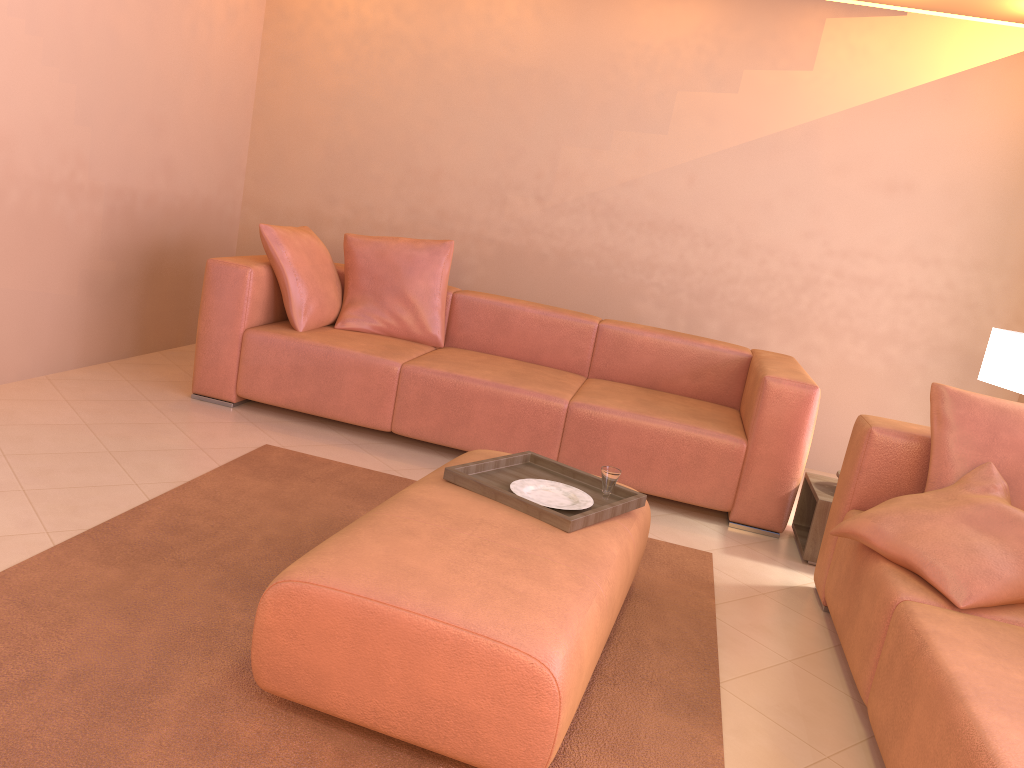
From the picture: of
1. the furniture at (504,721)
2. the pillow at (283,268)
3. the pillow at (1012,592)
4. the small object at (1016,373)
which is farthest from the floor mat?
the small object at (1016,373)

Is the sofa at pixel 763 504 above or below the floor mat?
above

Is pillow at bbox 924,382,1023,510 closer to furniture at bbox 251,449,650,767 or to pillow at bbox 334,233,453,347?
furniture at bbox 251,449,650,767

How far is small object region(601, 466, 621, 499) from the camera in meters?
2.6 m

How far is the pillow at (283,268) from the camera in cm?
408

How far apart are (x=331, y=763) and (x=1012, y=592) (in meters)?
1.67

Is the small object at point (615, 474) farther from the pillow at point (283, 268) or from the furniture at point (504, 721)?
the pillow at point (283, 268)

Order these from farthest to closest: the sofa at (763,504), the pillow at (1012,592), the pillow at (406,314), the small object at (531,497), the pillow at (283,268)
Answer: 1. the pillow at (406,314)
2. the pillow at (283,268)
3. the sofa at (763,504)
4. the small object at (531,497)
5. the pillow at (1012,592)

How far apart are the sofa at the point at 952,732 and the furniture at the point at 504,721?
0.6 meters

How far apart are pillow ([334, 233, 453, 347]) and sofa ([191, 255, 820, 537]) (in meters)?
0.05
